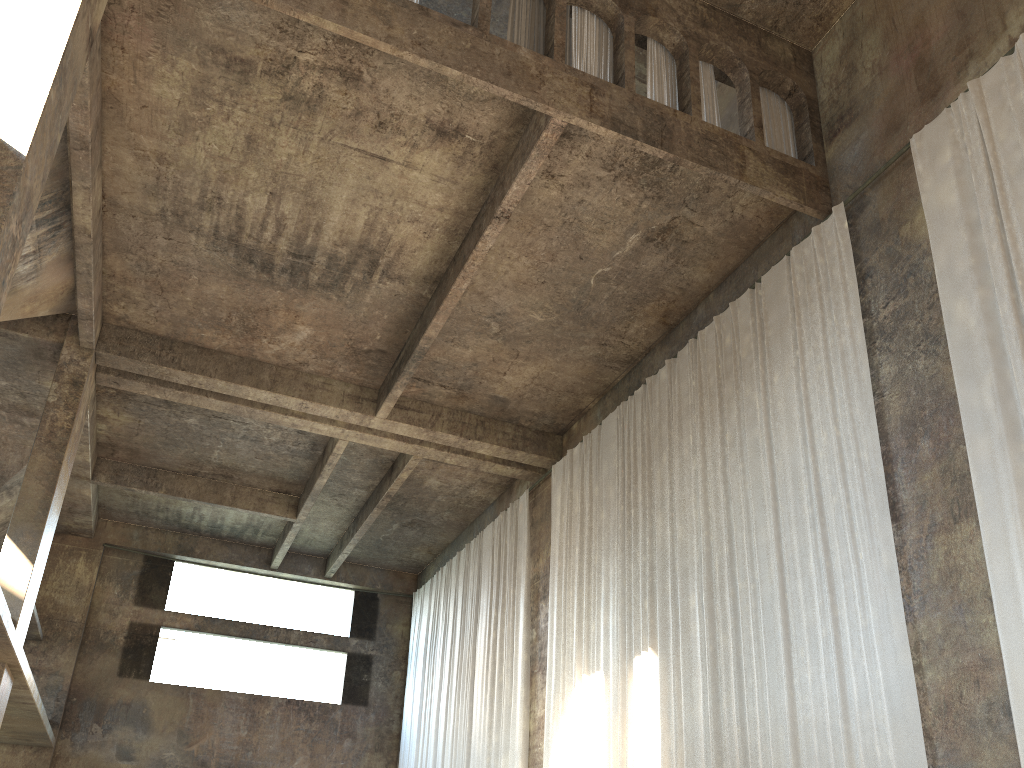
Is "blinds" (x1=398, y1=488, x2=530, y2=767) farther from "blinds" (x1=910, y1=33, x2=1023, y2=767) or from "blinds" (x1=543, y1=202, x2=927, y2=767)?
"blinds" (x1=910, y1=33, x2=1023, y2=767)

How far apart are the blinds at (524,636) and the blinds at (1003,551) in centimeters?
957cm

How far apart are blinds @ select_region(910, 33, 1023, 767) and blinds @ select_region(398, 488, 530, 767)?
9.57m

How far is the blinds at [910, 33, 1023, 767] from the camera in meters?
7.1

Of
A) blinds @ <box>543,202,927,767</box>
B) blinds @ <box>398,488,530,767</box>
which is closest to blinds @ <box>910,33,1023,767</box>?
blinds @ <box>543,202,927,767</box>

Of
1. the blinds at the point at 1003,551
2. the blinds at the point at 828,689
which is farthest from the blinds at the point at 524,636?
the blinds at the point at 1003,551

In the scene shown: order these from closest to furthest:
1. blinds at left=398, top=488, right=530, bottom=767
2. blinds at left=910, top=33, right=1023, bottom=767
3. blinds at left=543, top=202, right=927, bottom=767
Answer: blinds at left=910, top=33, right=1023, bottom=767 < blinds at left=543, top=202, right=927, bottom=767 < blinds at left=398, top=488, right=530, bottom=767

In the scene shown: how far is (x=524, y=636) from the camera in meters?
15.7

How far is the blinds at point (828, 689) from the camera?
8.38m

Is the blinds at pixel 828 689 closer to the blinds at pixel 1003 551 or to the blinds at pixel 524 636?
the blinds at pixel 1003 551
